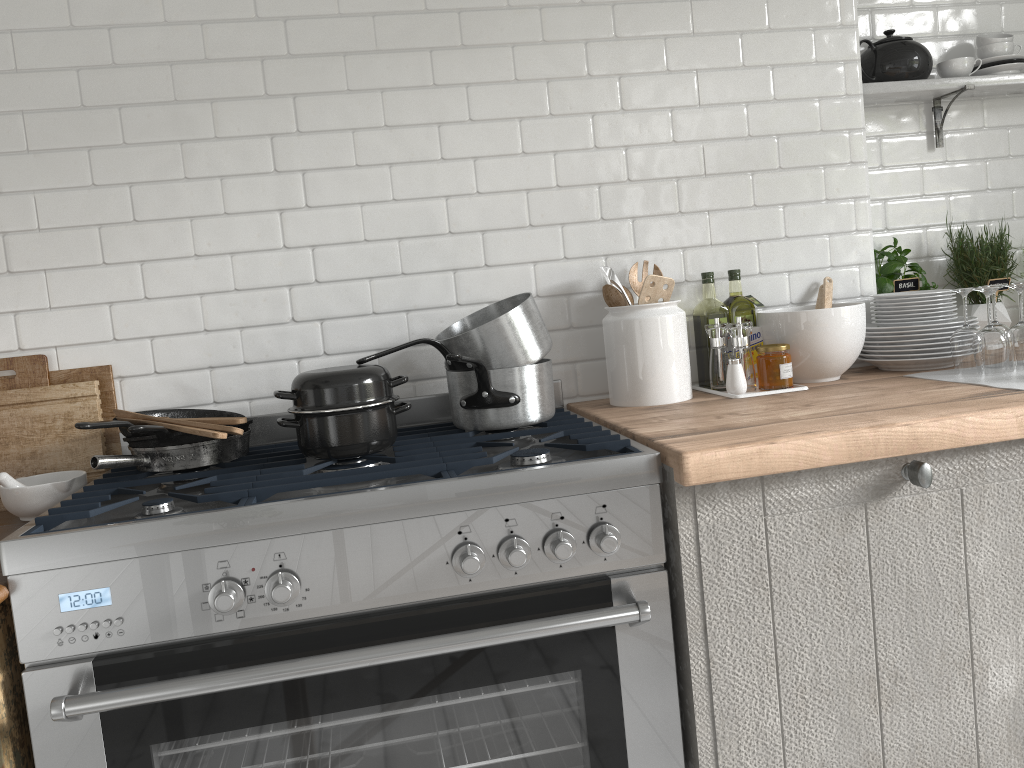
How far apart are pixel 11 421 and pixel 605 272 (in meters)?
1.74

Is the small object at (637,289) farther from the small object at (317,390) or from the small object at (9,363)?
the small object at (9,363)

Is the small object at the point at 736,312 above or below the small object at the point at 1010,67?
below

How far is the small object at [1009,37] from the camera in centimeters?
302cm

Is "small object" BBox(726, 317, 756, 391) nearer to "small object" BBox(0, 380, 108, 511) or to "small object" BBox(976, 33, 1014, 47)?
"small object" BBox(976, 33, 1014, 47)

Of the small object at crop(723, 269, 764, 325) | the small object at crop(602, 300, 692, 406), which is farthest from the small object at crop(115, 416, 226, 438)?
the small object at crop(723, 269, 764, 325)

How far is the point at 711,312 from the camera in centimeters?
275cm

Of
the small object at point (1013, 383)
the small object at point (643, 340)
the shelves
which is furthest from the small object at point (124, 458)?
the shelves

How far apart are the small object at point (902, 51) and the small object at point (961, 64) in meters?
0.1 m

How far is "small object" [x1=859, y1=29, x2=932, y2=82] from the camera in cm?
293
